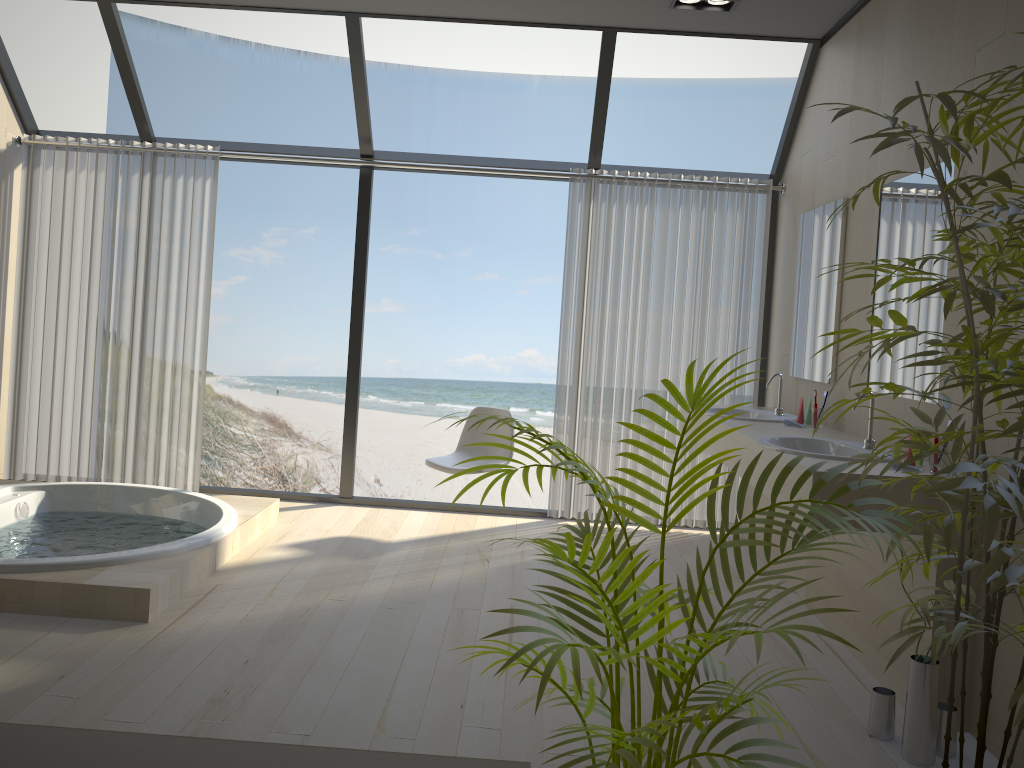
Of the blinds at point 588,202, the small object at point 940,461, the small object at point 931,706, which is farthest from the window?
the small object at point 931,706

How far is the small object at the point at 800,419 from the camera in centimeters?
415cm

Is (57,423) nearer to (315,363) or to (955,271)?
(955,271)

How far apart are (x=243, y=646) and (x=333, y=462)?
12.61m

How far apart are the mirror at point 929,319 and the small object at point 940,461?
0.4m

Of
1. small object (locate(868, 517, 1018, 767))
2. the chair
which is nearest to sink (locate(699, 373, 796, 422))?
the chair

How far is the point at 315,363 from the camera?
15.28m

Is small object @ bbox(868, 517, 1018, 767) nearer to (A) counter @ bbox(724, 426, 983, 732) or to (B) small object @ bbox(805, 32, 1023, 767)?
(A) counter @ bbox(724, 426, 983, 732)

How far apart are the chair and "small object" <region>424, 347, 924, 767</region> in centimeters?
281cm

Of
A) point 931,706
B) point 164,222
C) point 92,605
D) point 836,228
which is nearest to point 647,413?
point 931,706
